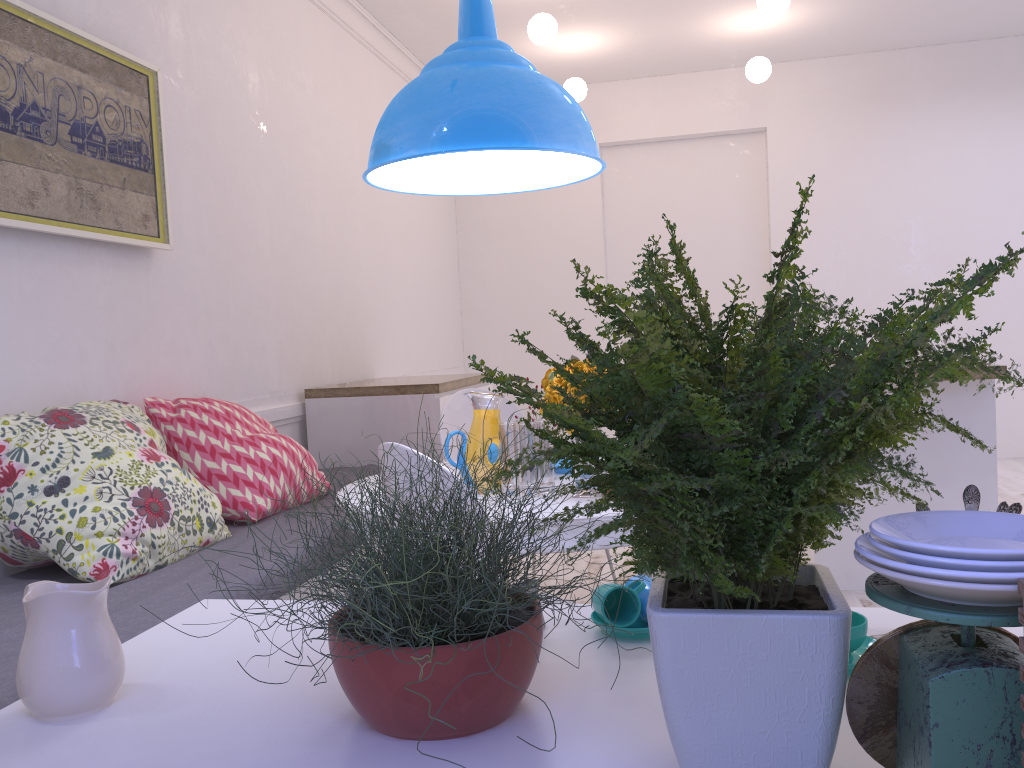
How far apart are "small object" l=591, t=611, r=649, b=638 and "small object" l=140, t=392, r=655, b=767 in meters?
0.2 m

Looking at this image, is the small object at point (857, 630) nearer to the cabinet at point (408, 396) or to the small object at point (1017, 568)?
the small object at point (1017, 568)

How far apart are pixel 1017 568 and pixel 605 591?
0.7 meters

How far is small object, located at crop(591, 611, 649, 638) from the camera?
1.2m

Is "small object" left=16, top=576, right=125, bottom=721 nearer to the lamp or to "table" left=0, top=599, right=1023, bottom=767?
"table" left=0, top=599, right=1023, bottom=767

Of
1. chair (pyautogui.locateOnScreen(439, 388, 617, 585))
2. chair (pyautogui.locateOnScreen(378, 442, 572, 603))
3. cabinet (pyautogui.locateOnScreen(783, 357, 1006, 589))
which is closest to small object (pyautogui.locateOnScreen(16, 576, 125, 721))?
chair (pyautogui.locateOnScreen(378, 442, 572, 603))

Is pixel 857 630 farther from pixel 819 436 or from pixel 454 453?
pixel 454 453

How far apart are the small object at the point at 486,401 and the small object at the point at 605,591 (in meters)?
1.05

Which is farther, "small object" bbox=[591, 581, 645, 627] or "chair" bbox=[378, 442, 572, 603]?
"chair" bbox=[378, 442, 572, 603]

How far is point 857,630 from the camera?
1.0 meters
